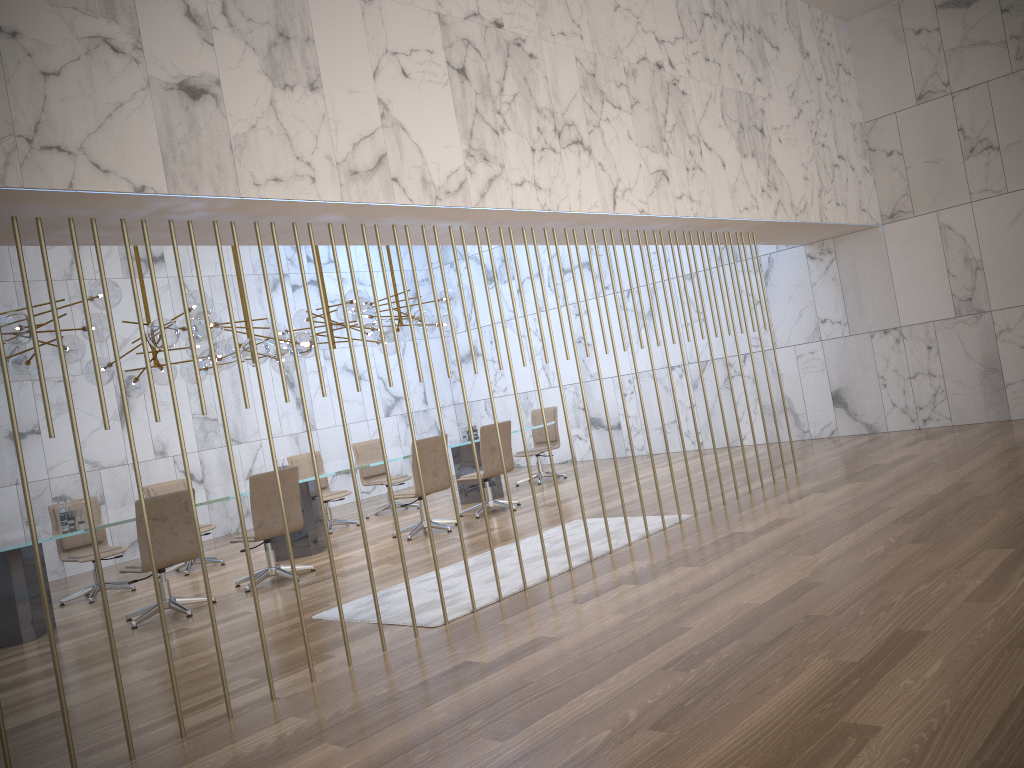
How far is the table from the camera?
7.1 meters

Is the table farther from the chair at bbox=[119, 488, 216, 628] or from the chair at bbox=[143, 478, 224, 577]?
the chair at bbox=[143, 478, 224, 577]

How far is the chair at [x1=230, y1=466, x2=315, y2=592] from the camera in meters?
7.7 m

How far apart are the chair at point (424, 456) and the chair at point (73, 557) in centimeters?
286cm

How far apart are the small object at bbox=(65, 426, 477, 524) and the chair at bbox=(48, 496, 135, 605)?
1.1 meters

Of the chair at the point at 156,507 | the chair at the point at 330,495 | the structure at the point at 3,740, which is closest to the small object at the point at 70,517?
the chair at the point at 156,507

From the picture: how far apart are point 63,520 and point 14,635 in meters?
1.1

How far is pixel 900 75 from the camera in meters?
10.4

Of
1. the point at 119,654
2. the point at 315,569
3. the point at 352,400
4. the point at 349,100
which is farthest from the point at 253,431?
the point at 349,100

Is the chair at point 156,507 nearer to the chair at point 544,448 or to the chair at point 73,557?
the chair at point 73,557
